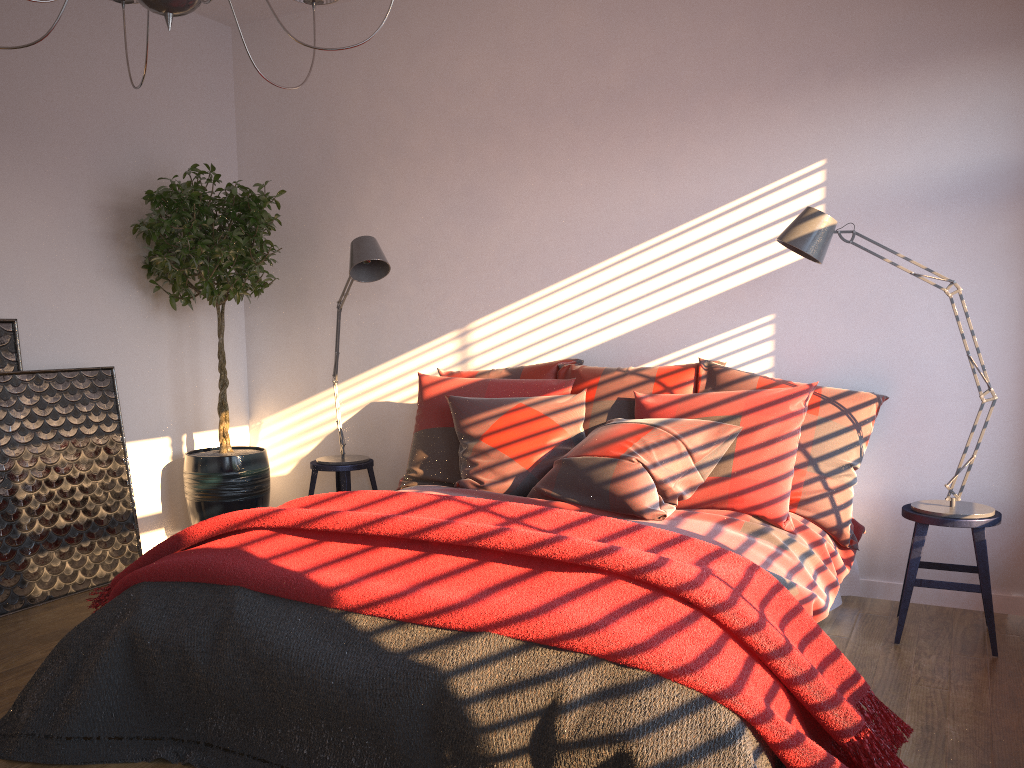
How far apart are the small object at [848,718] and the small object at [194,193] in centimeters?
144cm

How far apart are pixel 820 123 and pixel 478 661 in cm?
283

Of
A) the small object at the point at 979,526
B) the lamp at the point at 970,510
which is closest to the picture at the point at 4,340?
the lamp at the point at 970,510

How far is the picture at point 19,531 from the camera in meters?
3.8

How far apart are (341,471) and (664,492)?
1.99m

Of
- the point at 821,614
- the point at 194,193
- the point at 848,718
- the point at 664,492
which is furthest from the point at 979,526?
the point at 194,193

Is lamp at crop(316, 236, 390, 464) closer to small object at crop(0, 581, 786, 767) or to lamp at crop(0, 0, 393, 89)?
lamp at crop(0, 0, 393, 89)

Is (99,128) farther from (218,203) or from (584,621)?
(584,621)

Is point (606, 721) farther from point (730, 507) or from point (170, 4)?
point (170, 4)

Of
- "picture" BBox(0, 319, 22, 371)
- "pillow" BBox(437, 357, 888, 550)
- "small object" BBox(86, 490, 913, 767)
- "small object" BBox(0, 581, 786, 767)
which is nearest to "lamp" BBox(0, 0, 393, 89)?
"small object" BBox(86, 490, 913, 767)
